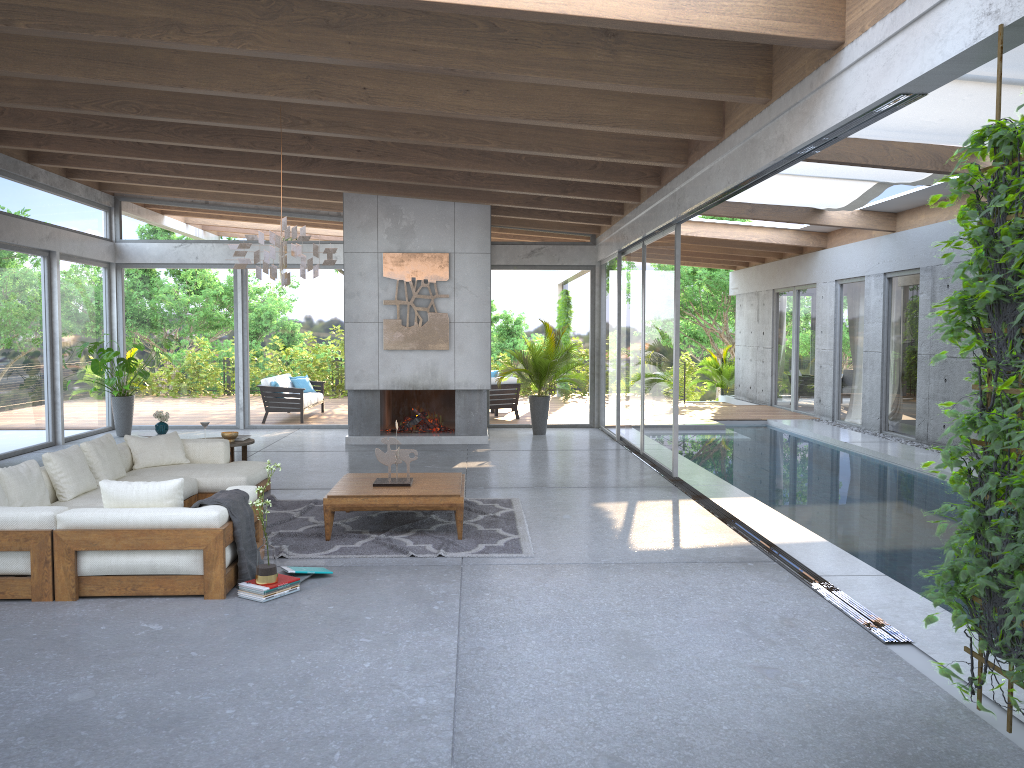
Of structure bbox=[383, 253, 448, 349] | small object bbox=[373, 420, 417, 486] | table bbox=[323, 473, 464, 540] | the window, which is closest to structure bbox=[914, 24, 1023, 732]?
the window

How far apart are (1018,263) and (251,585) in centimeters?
425cm

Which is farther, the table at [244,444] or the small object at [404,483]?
the table at [244,444]

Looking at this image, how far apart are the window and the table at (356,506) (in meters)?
3.02

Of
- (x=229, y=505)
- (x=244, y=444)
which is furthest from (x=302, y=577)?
(x=244, y=444)

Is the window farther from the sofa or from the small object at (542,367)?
the sofa

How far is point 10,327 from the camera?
11.2 meters

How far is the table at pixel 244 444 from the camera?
9.1 meters

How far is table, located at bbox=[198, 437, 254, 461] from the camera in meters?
9.1 m

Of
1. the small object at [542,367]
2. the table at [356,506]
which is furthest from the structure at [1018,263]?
the small object at [542,367]
